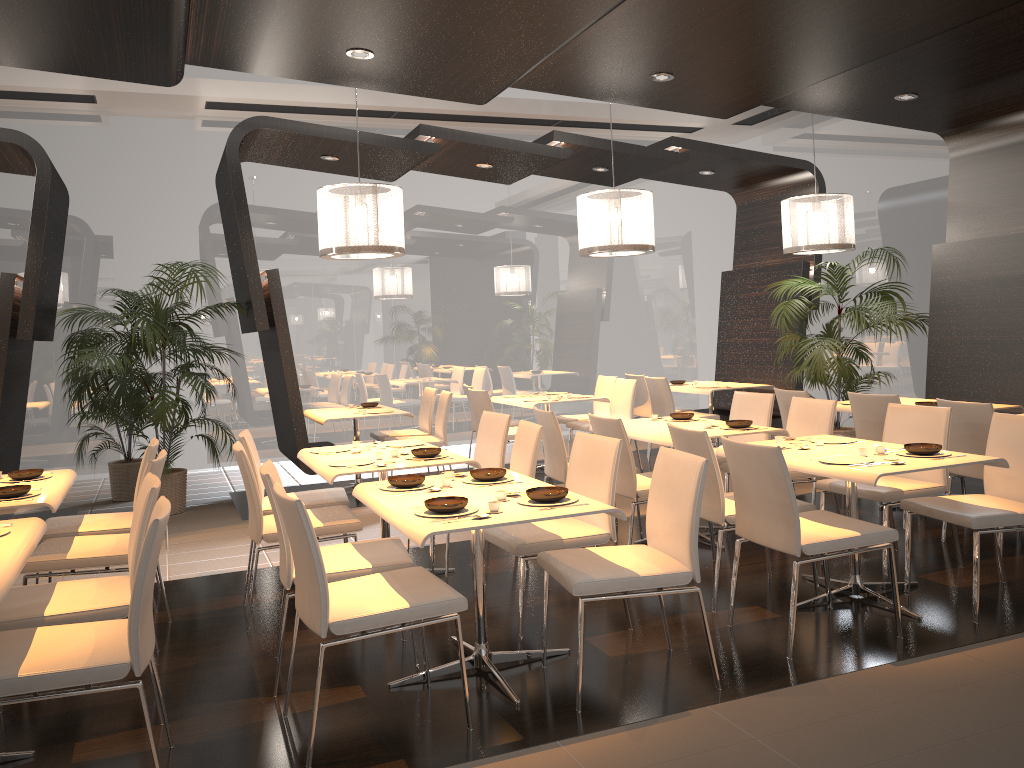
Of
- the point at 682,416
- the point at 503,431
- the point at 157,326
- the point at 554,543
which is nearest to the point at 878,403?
the point at 682,416

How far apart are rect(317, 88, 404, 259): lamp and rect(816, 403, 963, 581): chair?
3.3 meters

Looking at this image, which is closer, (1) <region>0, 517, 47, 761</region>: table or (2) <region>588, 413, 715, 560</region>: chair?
(1) <region>0, 517, 47, 761</region>: table

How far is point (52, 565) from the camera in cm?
398

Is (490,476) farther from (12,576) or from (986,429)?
(986,429)

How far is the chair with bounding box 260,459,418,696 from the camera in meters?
3.6

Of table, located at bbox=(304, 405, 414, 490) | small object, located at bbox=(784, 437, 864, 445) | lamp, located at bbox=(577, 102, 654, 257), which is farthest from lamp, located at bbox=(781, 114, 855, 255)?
table, located at bbox=(304, 405, 414, 490)

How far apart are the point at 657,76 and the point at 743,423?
2.3 meters

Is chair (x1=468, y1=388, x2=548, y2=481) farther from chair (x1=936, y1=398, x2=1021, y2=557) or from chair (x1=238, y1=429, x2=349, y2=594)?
chair (x1=936, y1=398, x2=1021, y2=557)

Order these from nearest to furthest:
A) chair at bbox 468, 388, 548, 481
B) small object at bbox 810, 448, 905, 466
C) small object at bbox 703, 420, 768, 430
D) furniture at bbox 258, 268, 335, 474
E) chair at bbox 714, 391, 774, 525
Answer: small object at bbox 810, 448, 905, 466, small object at bbox 703, 420, 768, 430, chair at bbox 714, 391, 774, 525, furniture at bbox 258, 268, 335, 474, chair at bbox 468, 388, 548, 481
